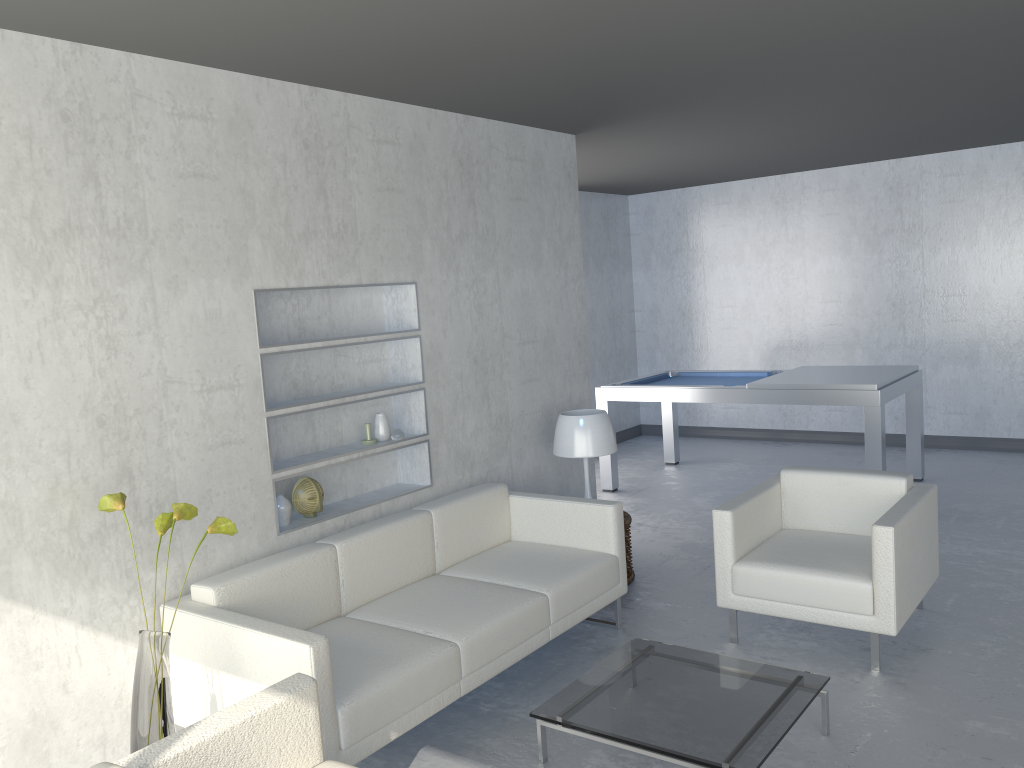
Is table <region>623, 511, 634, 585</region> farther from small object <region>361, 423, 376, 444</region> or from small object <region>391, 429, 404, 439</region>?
small object <region>361, 423, 376, 444</region>

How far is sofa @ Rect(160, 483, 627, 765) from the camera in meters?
2.8

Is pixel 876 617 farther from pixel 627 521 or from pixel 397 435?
pixel 397 435

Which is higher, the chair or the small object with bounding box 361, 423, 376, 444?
the small object with bounding box 361, 423, 376, 444

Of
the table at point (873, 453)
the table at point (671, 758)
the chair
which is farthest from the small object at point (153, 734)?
the table at point (873, 453)

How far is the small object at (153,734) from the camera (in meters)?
2.60

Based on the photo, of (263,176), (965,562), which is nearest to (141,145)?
(263,176)

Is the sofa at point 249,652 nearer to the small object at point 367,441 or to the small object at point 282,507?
the small object at point 282,507

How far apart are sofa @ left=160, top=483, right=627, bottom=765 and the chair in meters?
0.5

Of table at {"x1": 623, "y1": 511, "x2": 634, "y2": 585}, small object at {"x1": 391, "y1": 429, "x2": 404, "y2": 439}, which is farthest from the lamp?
small object at {"x1": 391, "y1": 429, "x2": 404, "y2": 439}
